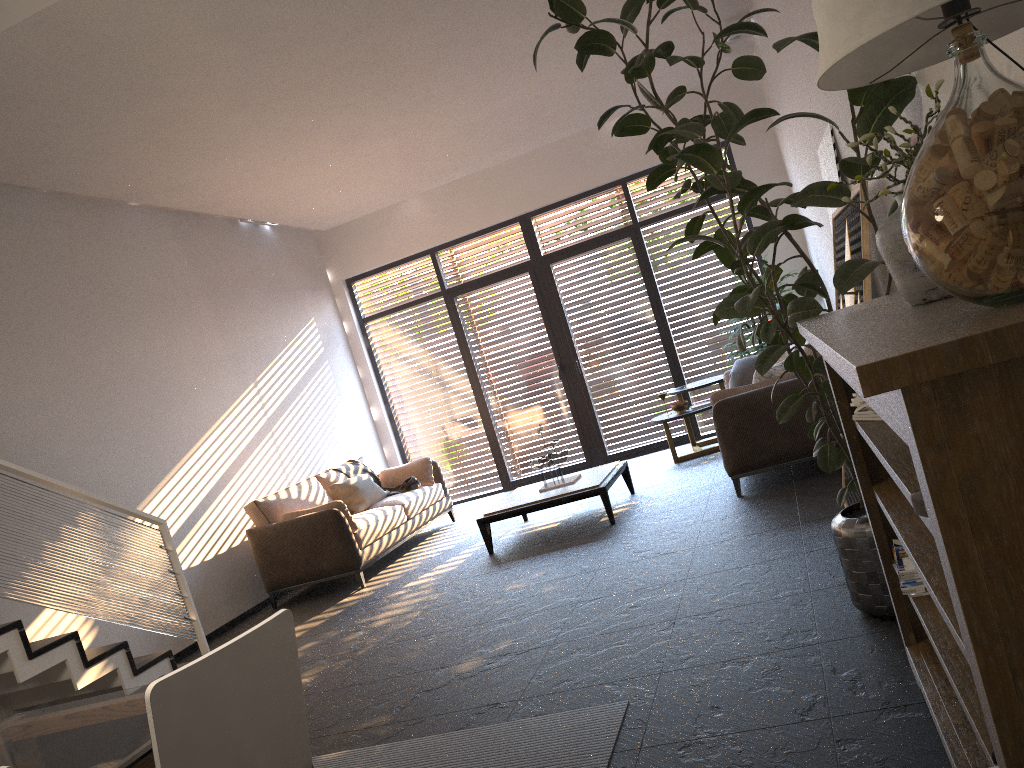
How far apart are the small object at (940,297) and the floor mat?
1.7 meters

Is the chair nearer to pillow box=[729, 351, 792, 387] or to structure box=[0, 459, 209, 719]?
structure box=[0, 459, 209, 719]

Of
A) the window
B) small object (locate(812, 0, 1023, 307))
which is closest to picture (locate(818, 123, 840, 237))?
small object (locate(812, 0, 1023, 307))

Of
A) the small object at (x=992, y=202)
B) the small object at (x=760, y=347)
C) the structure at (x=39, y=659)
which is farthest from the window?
the small object at (x=992, y=202)

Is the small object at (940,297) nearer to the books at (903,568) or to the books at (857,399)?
the books at (857,399)

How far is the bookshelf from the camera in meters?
1.0 m

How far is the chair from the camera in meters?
1.7 m

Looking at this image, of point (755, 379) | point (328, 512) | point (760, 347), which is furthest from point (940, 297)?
point (760, 347)

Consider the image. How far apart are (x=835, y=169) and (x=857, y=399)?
2.5m

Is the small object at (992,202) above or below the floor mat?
above
